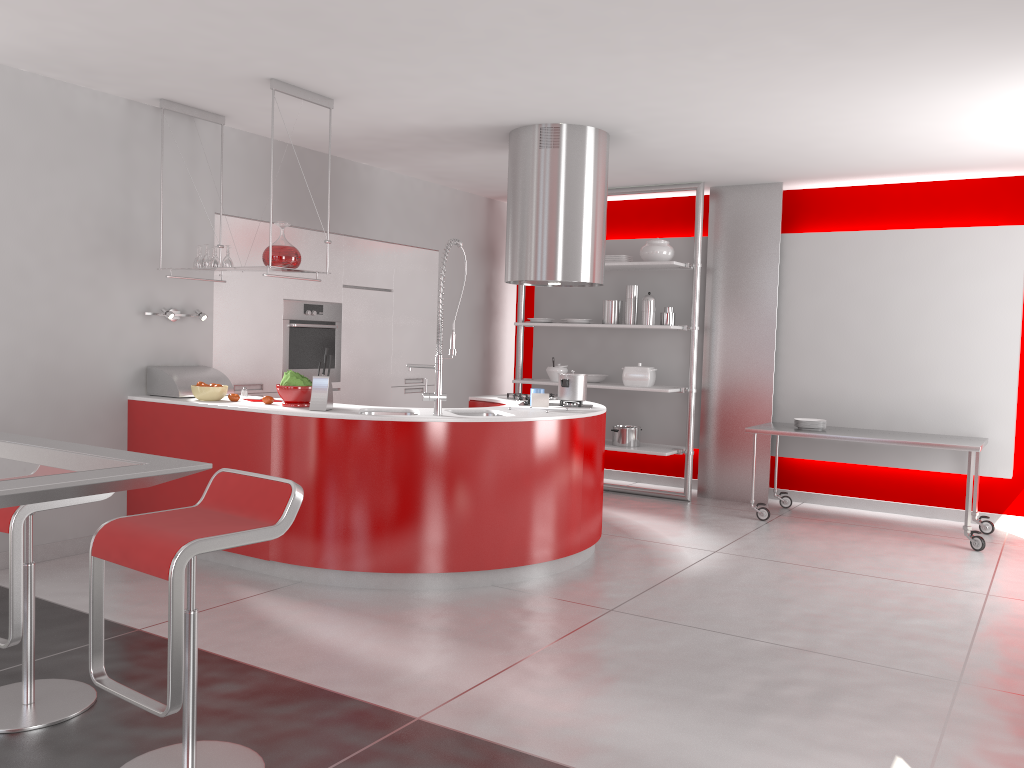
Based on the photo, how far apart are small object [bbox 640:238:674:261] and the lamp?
3.6m

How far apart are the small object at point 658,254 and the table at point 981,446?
1.60m

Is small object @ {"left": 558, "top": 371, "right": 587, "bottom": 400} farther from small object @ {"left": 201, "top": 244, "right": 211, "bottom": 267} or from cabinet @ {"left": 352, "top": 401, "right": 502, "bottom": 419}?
small object @ {"left": 201, "top": 244, "right": 211, "bottom": 267}

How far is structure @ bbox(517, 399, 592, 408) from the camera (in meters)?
5.44

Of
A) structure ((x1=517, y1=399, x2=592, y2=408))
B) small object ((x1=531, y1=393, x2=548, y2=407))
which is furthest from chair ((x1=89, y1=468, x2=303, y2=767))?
structure ((x1=517, y1=399, x2=592, y2=408))

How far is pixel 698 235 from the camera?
7.16m

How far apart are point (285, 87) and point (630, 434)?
4.0 meters

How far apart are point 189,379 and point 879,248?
5.1 meters

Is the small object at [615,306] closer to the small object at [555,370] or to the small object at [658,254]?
the small object at [658,254]

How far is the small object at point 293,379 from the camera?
4.8 meters
